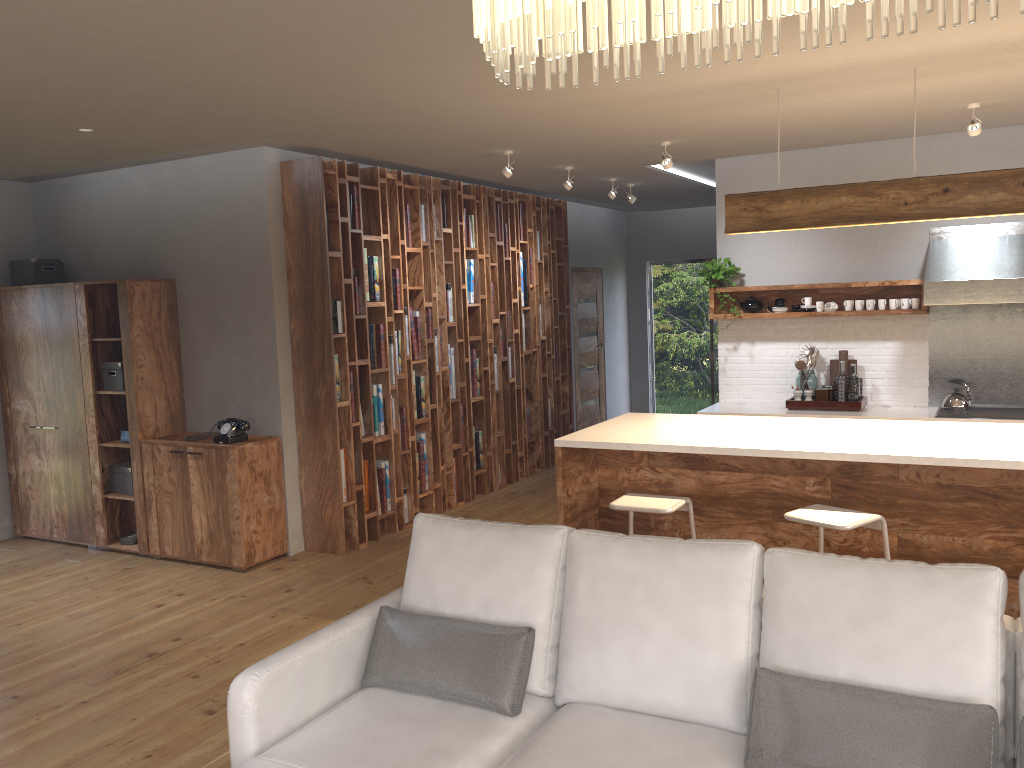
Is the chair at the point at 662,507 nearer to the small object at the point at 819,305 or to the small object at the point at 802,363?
the small object at the point at 802,363

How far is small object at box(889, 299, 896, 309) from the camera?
6.59m

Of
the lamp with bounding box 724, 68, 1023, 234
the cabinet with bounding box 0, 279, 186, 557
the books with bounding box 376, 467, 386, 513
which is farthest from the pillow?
the cabinet with bounding box 0, 279, 186, 557

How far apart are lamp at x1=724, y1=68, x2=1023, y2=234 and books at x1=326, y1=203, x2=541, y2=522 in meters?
2.9 m

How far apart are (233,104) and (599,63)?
1.8 meters

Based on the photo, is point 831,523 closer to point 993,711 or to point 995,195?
point 993,711

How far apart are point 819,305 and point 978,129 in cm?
191

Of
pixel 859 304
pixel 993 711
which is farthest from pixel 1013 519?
pixel 859 304

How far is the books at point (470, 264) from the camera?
7.6 meters

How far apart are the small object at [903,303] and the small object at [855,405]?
0.8 meters
